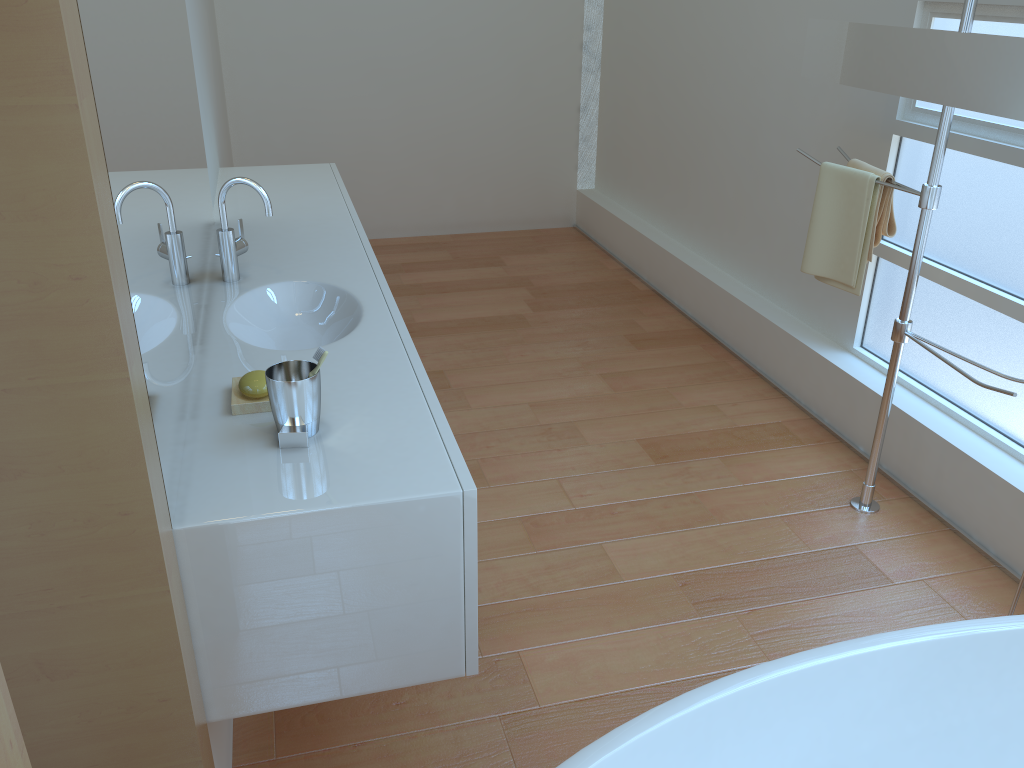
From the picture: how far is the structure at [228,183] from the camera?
2.17m

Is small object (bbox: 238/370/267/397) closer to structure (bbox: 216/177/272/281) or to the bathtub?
structure (bbox: 216/177/272/281)

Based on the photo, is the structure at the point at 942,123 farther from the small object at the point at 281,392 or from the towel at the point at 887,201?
the small object at the point at 281,392

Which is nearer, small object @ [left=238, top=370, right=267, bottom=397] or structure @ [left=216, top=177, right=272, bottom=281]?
small object @ [left=238, top=370, right=267, bottom=397]

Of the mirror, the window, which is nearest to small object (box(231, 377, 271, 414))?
the mirror

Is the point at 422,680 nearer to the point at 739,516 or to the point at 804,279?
the point at 739,516

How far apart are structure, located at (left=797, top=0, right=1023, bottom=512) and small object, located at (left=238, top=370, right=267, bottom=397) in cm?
174

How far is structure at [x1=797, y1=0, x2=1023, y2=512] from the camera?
Answer: 2.2 meters

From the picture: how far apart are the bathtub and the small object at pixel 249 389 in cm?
84

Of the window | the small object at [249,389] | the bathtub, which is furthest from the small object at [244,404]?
the window
